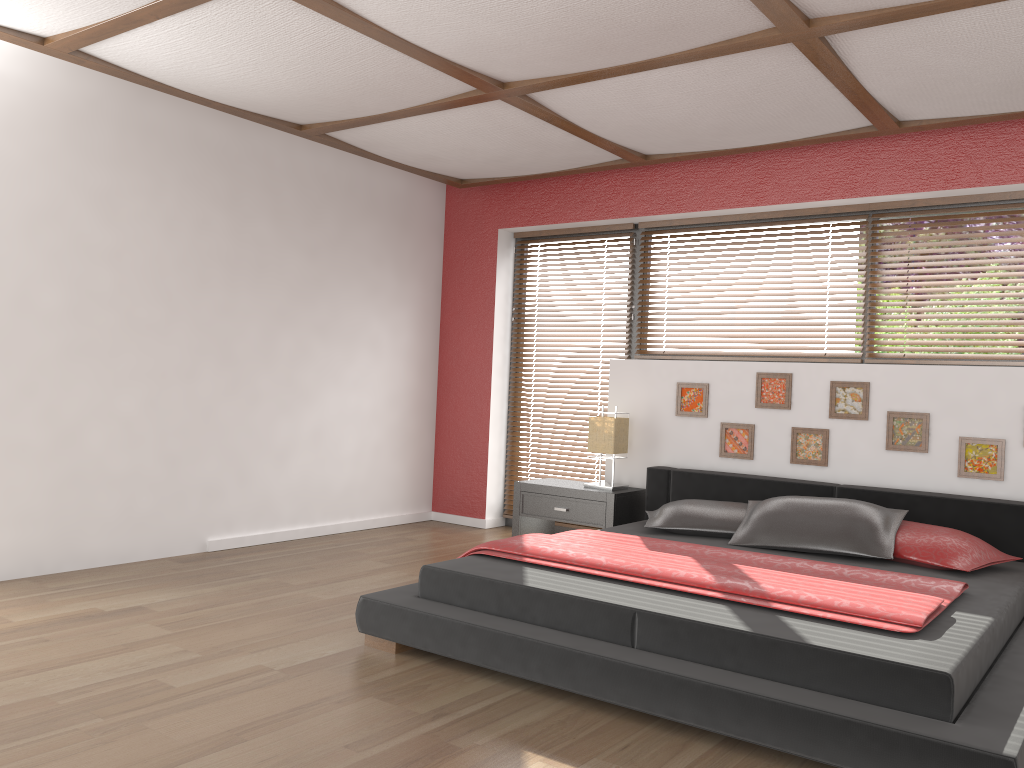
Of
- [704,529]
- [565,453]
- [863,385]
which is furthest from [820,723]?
[565,453]

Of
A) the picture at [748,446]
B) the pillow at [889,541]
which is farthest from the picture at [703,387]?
the pillow at [889,541]

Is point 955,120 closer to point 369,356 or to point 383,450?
point 369,356

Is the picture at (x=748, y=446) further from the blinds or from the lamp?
the blinds

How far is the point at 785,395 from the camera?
4.9 meters

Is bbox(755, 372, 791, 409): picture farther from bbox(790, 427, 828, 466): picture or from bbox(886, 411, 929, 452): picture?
bbox(886, 411, 929, 452): picture

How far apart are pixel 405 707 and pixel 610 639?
0.7m

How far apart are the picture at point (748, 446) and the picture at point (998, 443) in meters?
1.1 m

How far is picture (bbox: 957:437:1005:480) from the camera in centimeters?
426cm

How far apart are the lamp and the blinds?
0.7m
